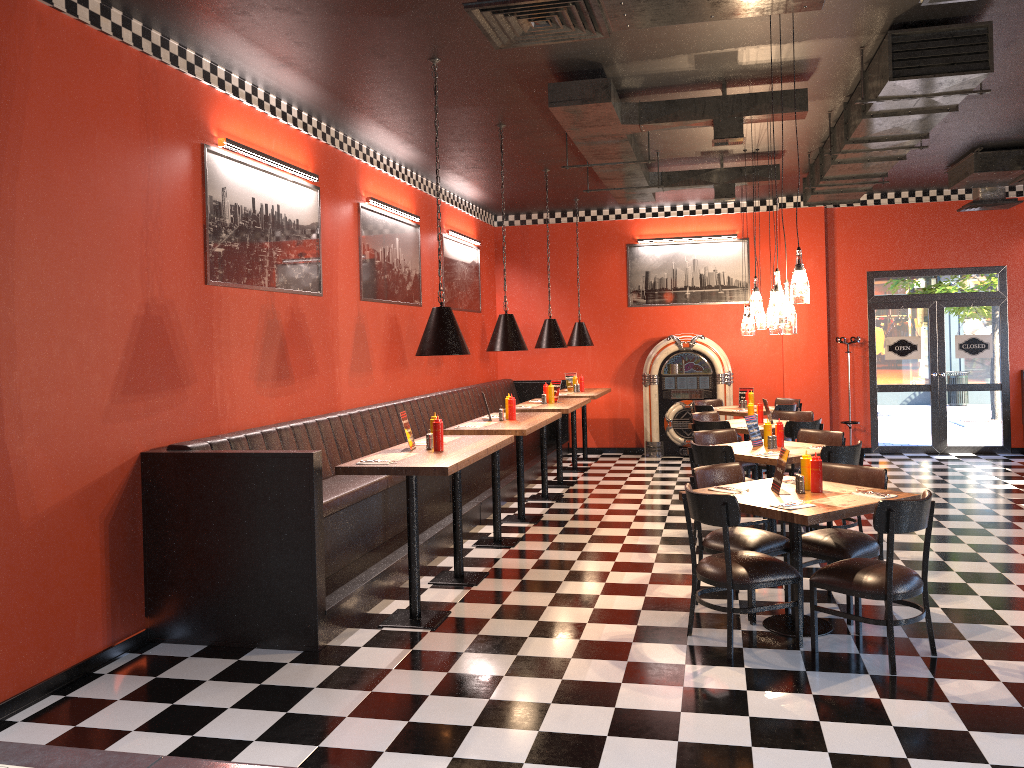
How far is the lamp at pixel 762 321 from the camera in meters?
9.2 m

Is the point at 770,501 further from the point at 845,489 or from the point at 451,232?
the point at 451,232

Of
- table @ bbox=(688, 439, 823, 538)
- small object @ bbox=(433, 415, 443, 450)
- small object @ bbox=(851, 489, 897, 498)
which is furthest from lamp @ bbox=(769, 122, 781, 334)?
small object @ bbox=(433, 415, 443, 450)

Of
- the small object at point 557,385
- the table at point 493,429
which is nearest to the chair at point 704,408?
the small object at point 557,385

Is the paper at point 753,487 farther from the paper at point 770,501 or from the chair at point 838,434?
the chair at point 838,434

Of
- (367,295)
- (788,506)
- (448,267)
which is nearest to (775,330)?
(788,506)

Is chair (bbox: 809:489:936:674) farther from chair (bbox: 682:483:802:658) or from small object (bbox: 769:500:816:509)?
small object (bbox: 769:500:816:509)

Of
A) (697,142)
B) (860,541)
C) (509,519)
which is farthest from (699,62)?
(509,519)

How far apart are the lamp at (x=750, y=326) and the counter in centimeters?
837cm

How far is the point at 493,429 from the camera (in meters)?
7.21
